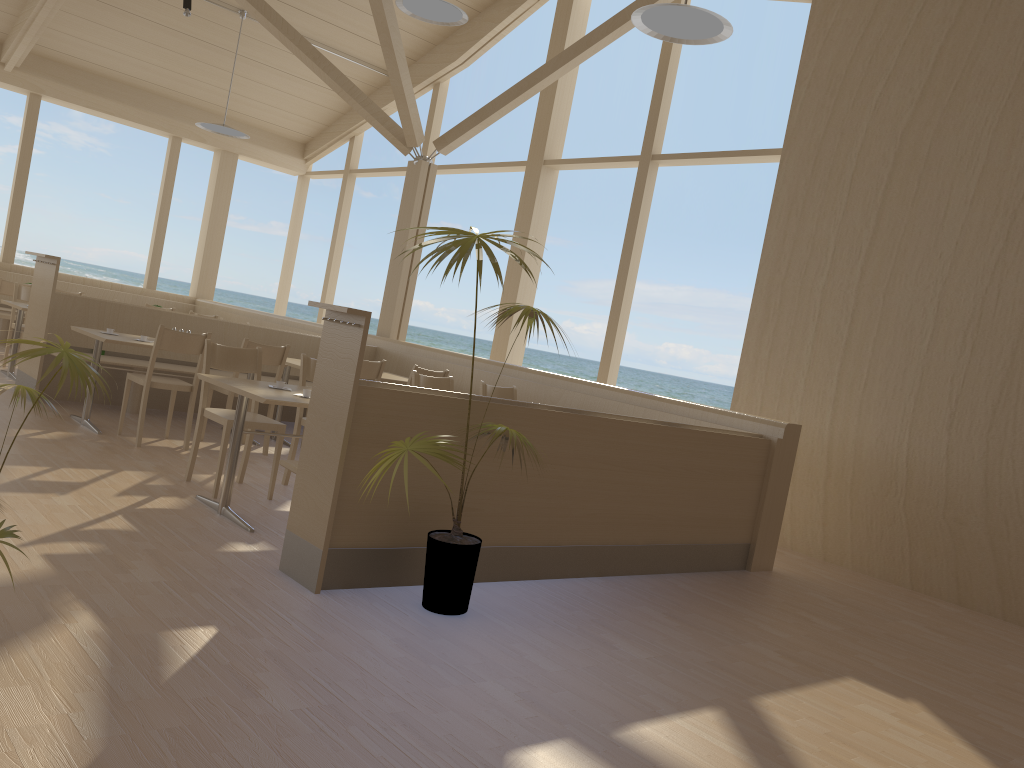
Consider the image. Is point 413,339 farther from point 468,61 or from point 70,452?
point 70,452

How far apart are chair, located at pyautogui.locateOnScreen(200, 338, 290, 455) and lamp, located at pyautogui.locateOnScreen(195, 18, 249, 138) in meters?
4.5 m

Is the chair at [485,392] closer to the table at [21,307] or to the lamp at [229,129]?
the table at [21,307]

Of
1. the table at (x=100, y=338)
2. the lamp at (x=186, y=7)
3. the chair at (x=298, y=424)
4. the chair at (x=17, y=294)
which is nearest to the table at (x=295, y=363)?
the table at (x=100, y=338)

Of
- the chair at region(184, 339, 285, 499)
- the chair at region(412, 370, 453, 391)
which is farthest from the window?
the chair at region(184, 339, 285, 499)

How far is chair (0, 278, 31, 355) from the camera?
8.97m

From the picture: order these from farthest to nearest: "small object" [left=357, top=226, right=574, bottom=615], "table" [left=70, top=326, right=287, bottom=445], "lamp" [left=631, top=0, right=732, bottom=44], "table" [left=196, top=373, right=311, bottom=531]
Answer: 1. "table" [left=70, top=326, right=287, bottom=445]
2. "lamp" [left=631, top=0, right=732, bottom=44]
3. "table" [left=196, top=373, right=311, bottom=531]
4. "small object" [left=357, top=226, right=574, bottom=615]

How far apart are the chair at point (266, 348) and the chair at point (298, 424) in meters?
0.8 m

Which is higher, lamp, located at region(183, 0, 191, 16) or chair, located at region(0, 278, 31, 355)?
lamp, located at region(183, 0, 191, 16)

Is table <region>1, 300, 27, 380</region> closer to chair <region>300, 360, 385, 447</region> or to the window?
chair <region>300, 360, 385, 447</region>
